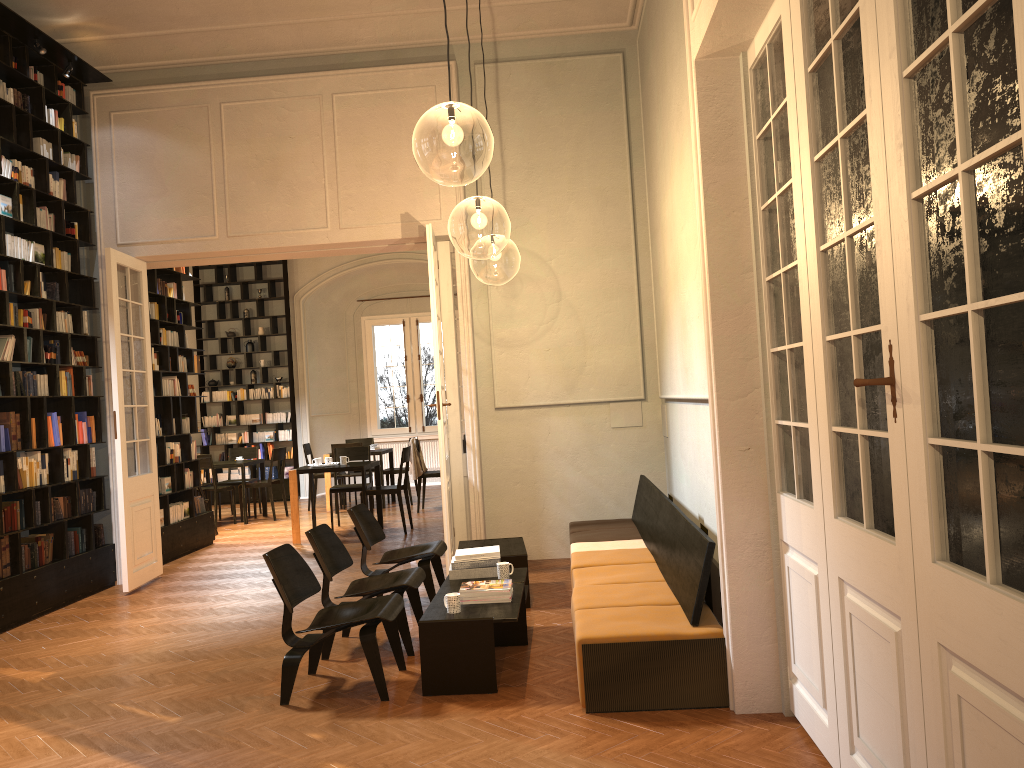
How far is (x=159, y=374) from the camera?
10.0m

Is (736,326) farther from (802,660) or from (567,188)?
(567,188)

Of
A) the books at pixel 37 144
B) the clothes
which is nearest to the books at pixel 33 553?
the books at pixel 37 144

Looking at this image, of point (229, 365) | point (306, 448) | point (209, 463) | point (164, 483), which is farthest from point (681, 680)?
point (229, 365)

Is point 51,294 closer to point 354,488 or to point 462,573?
point 354,488

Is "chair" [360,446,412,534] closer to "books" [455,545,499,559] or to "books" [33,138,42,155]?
"books" [455,545,499,559]

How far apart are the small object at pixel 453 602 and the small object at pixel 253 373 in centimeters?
1207cm

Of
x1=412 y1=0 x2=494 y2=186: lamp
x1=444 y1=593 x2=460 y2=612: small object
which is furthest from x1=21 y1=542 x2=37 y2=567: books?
x1=412 y1=0 x2=494 y2=186: lamp

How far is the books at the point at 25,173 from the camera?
7.8m

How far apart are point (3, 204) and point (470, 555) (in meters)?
4.96
